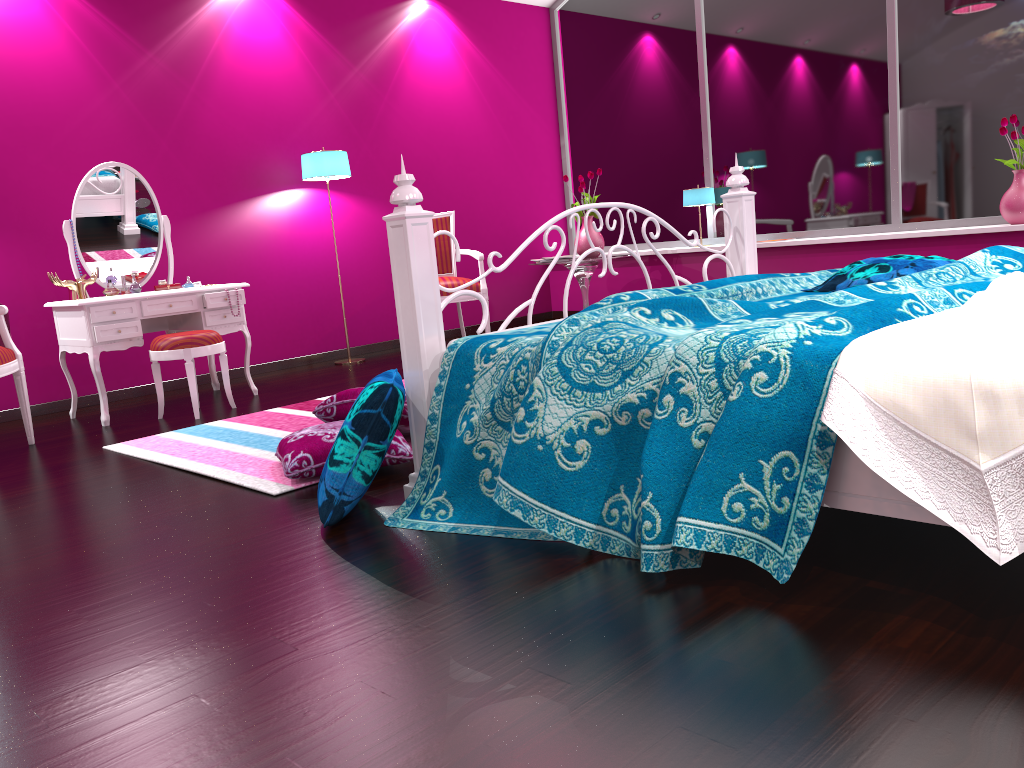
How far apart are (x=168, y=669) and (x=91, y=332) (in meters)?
2.97

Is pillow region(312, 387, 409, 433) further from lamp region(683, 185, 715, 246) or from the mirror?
lamp region(683, 185, 715, 246)

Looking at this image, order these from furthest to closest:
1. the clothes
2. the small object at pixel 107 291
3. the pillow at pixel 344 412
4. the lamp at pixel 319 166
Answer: the lamp at pixel 319 166
the small object at pixel 107 291
the pillow at pixel 344 412
the clothes

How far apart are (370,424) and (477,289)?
3.4 meters

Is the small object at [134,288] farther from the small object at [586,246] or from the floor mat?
the small object at [586,246]

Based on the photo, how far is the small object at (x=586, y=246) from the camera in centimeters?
617cm

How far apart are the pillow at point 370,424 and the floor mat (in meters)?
0.42

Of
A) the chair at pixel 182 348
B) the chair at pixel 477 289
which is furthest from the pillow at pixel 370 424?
the chair at pixel 477 289

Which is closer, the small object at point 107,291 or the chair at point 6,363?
the chair at point 6,363

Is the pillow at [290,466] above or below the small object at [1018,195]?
below
